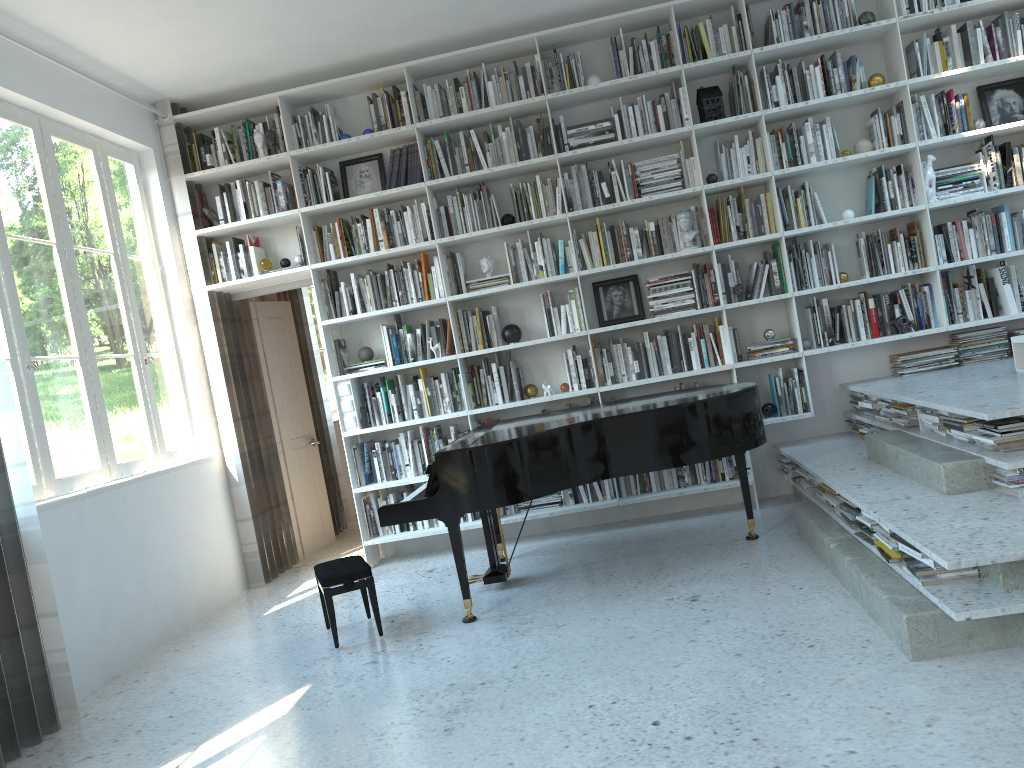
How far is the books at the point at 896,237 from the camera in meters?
5.4

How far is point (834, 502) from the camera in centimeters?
421cm

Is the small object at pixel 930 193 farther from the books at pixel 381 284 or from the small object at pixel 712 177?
the books at pixel 381 284

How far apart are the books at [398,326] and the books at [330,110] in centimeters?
142cm

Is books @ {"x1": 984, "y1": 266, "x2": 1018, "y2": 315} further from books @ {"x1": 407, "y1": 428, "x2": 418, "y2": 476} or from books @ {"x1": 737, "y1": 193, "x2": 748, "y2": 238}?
books @ {"x1": 407, "y1": 428, "x2": 418, "y2": 476}

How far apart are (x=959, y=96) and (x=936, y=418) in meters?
2.4 m

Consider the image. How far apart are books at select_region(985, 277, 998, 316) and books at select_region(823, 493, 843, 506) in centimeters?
195cm

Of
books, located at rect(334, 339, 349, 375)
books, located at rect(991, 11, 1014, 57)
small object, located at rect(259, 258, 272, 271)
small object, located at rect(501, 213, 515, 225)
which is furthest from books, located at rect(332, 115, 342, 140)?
books, located at rect(991, 11, 1014, 57)

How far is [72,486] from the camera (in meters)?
4.43

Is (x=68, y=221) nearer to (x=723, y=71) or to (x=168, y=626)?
(x=168, y=626)
